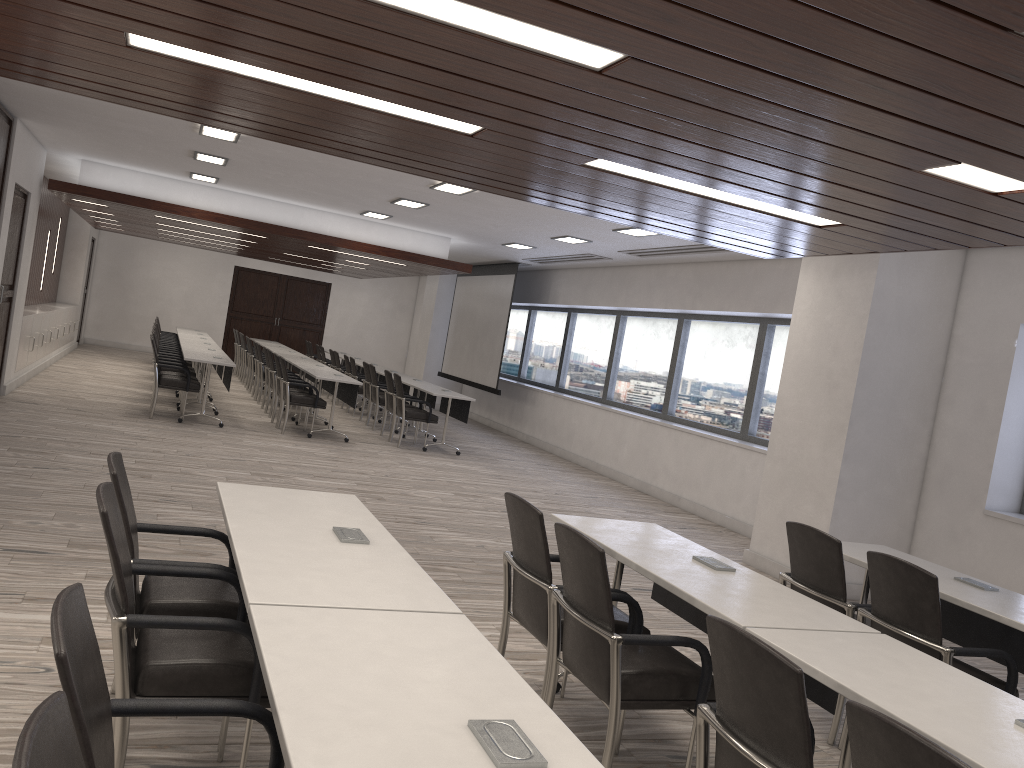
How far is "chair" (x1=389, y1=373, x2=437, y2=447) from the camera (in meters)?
11.46

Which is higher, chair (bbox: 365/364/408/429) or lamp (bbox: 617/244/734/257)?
lamp (bbox: 617/244/734/257)

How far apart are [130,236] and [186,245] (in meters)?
2.90

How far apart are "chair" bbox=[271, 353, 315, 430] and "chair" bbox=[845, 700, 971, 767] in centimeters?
1031cm

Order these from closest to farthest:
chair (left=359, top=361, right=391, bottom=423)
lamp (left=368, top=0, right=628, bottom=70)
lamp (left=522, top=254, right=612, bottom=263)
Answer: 1. lamp (left=368, top=0, right=628, bottom=70)
2. lamp (left=522, top=254, right=612, bottom=263)
3. chair (left=359, top=361, right=391, bottom=423)

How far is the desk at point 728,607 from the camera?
3.00m

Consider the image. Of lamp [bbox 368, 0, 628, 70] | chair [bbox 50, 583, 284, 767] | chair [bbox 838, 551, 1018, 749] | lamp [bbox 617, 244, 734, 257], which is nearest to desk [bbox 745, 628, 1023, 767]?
chair [bbox 838, 551, 1018, 749]

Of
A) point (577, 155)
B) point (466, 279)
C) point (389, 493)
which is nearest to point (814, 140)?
point (577, 155)

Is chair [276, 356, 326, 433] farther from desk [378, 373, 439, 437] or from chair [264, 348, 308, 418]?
desk [378, 373, 439, 437]

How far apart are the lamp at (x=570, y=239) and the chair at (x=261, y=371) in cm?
560
